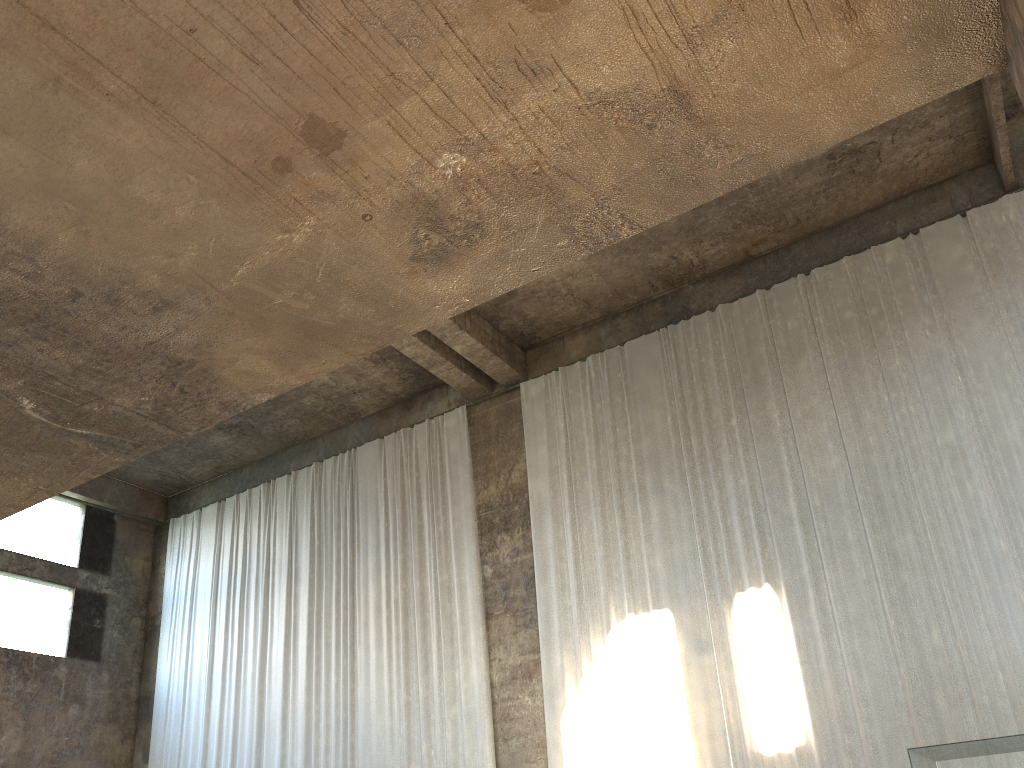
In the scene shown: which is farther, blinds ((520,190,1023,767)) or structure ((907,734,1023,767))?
structure ((907,734,1023,767))

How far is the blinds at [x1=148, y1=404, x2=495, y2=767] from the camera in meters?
13.2

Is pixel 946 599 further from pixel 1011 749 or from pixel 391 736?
pixel 1011 749

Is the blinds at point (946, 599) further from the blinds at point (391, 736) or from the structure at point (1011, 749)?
the structure at point (1011, 749)

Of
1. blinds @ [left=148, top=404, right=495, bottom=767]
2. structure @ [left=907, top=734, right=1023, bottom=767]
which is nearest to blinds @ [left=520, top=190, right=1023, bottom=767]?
blinds @ [left=148, top=404, right=495, bottom=767]

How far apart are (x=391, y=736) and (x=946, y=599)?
8.0m

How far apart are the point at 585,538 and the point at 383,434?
5.0 meters

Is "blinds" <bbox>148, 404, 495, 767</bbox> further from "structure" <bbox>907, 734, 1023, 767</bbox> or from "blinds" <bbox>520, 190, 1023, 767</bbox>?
"structure" <bbox>907, 734, 1023, 767</bbox>

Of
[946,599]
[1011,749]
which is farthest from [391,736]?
[1011,749]

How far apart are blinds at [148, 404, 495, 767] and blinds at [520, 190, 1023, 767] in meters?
1.0 m
